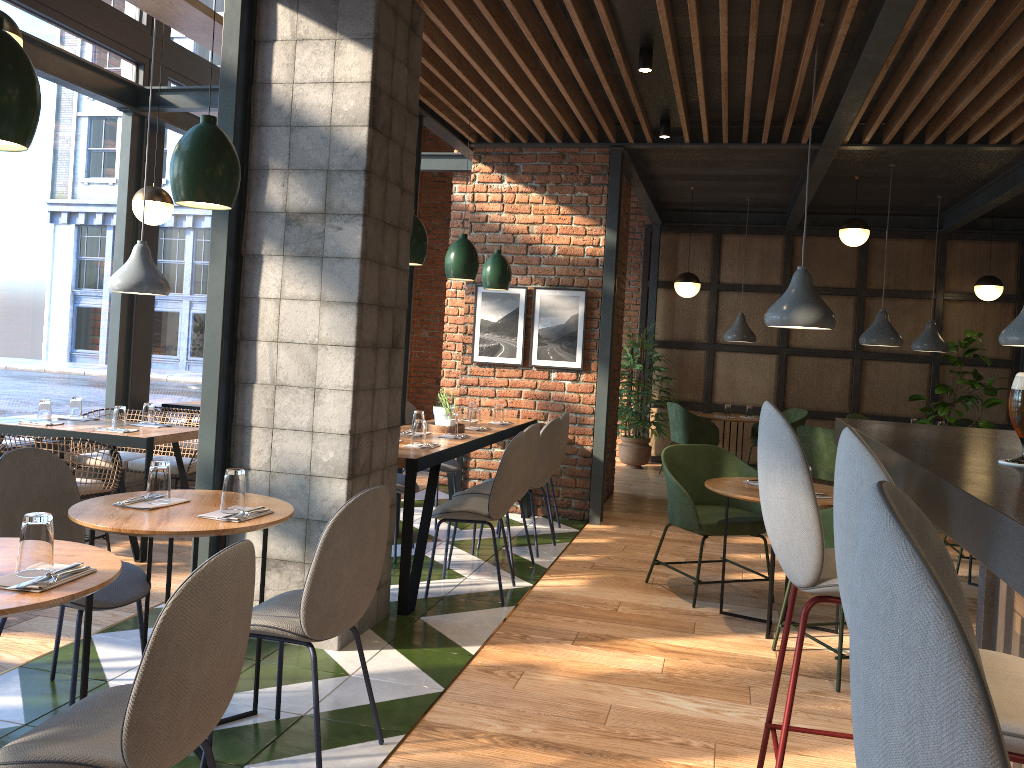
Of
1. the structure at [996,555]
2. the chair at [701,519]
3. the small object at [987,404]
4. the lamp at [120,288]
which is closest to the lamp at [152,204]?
the lamp at [120,288]

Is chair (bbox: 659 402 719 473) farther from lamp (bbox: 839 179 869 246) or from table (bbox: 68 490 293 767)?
table (bbox: 68 490 293 767)

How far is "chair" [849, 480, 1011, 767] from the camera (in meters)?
0.65

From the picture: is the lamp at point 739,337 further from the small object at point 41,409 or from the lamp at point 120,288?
the small object at point 41,409

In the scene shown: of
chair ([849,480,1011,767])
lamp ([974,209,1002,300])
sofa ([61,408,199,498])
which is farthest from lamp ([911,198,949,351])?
chair ([849,480,1011,767])

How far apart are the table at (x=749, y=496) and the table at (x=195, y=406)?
4.3m

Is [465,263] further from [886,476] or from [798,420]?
[798,420]

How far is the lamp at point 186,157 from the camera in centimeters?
281cm

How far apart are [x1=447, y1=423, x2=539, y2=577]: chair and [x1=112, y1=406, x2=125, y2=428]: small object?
2.0m

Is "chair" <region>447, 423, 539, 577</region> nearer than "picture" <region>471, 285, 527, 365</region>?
Yes
